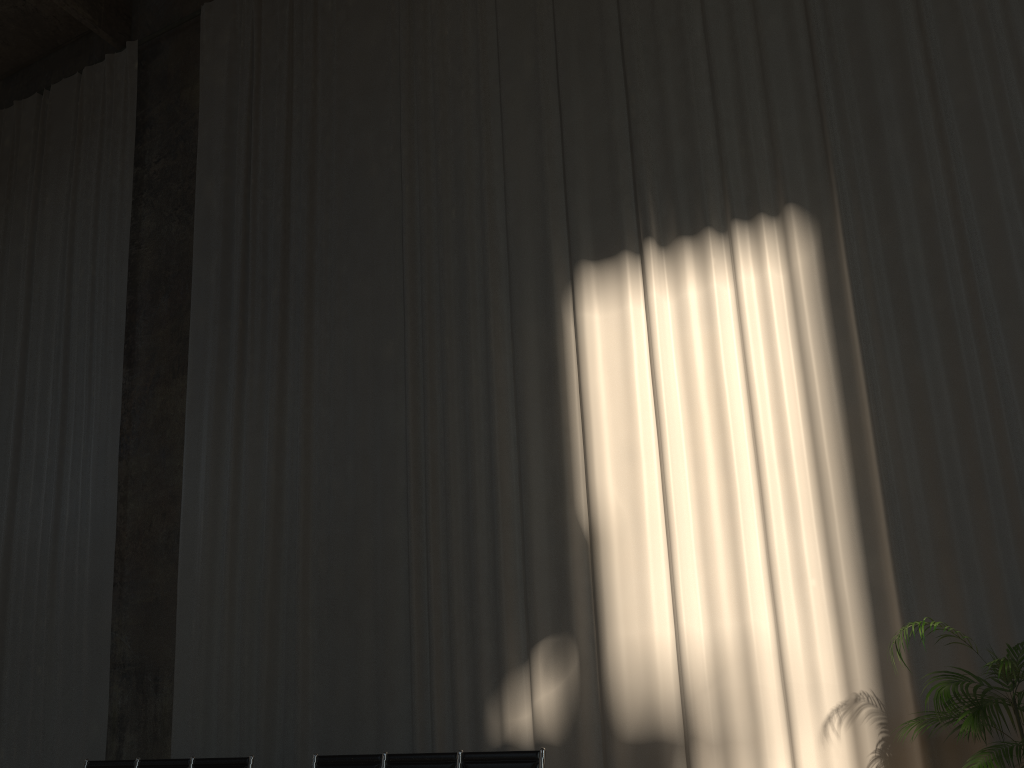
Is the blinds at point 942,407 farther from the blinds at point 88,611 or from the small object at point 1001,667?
the blinds at point 88,611

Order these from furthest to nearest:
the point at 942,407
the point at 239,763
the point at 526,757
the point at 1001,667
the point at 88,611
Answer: the point at 88,611 < the point at 239,763 < the point at 942,407 < the point at 526,757 < the point at 1001,667

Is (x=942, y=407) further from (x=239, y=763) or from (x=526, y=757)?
(x=239, y=763)

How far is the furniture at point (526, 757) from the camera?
5.34m

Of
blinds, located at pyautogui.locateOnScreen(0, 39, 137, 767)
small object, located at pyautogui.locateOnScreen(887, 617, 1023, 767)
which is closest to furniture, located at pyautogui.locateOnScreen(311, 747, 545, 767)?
small object, located at pyautogui.locateOnScreen(887, 617, 1023, 767)

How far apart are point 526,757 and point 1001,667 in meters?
2.7 m

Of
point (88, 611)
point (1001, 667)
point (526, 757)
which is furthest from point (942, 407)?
point (88, 611)

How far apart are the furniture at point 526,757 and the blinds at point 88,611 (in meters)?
3.22

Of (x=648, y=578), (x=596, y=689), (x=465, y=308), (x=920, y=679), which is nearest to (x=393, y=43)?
(x=465, y=308)

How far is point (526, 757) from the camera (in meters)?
5.34
